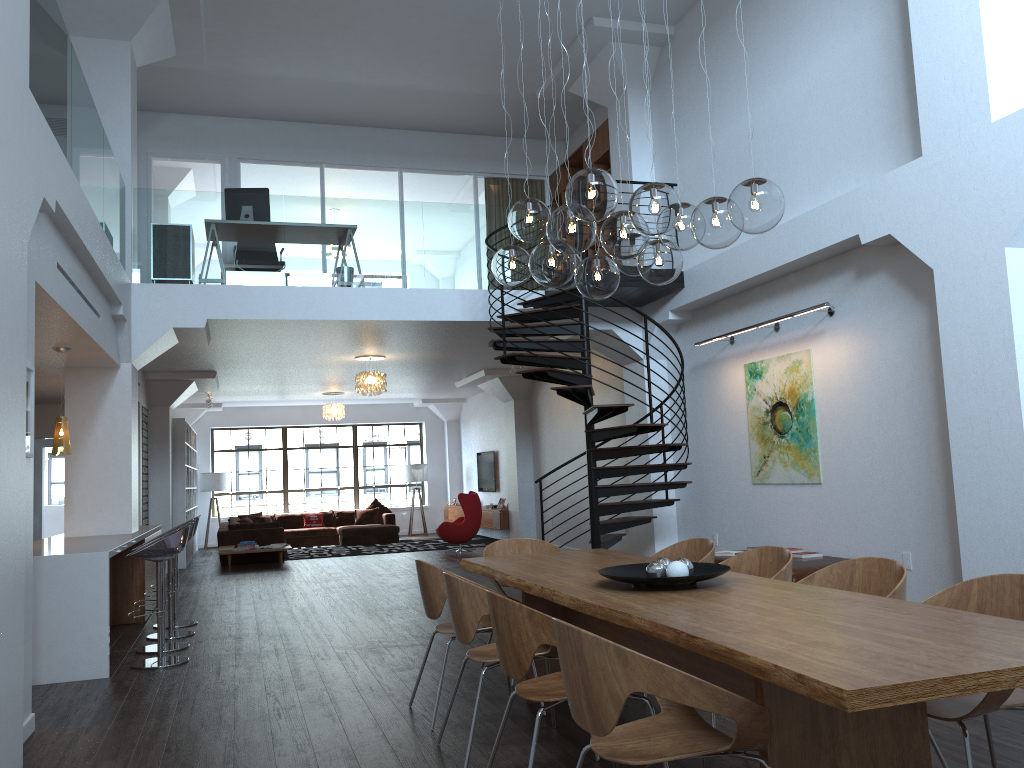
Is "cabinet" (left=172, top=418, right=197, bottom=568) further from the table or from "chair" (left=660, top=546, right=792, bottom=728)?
"chair" (left=660, top=546, right=792, bottom=728)

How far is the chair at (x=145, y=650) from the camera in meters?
7.0

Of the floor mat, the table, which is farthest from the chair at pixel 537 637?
the floor mat

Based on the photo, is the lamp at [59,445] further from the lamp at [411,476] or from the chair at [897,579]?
the lamp at [411,476]

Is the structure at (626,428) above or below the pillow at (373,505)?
above

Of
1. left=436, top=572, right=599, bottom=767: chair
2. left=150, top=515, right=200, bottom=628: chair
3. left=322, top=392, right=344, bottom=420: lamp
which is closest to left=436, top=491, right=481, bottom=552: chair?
left=322, top=392, right=344, bottom=420: lamp

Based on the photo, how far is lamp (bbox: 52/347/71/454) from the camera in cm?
735

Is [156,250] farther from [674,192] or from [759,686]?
[759,686]

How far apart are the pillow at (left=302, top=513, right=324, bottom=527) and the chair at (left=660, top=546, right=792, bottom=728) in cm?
1469

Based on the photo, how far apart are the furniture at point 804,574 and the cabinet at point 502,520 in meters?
8.3 m
